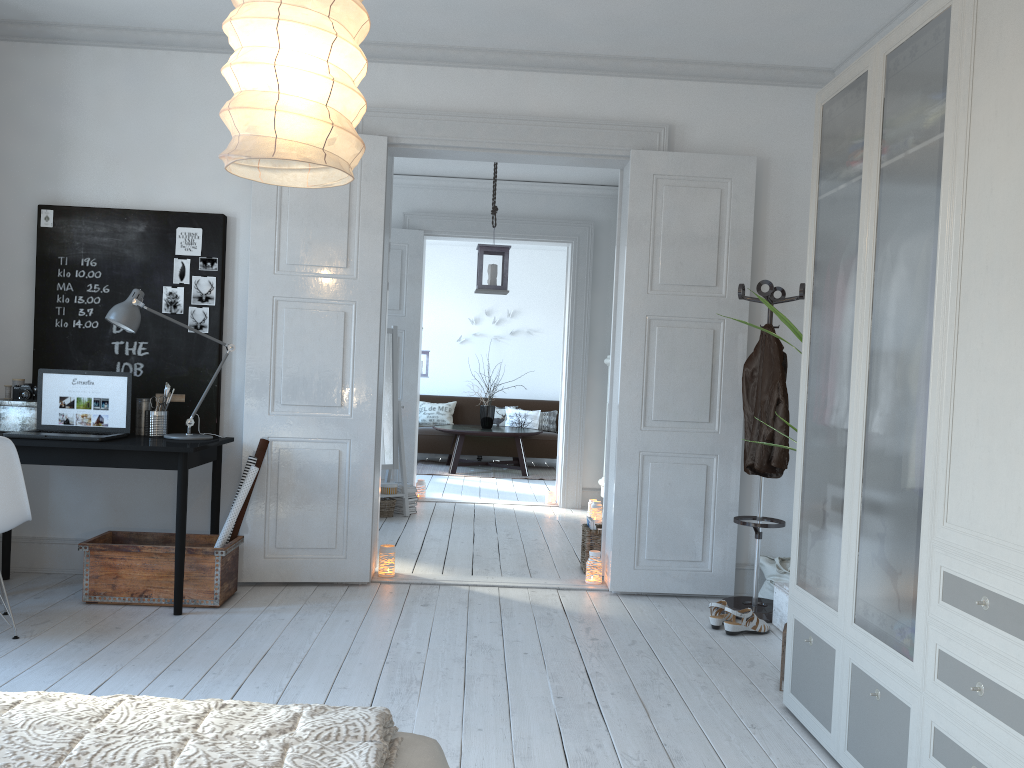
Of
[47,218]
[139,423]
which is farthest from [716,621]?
[47,218]

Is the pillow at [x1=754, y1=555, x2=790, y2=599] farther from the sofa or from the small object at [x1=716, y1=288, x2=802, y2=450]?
the sofa

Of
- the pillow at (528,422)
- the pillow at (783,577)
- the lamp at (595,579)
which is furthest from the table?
the pillow at (783,577)

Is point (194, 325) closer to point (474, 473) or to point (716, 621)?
point (716, 621)

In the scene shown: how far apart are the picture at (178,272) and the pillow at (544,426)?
7.1m

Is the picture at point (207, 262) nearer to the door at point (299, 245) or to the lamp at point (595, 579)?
the door at point (299, 245)

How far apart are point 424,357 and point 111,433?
6.21m

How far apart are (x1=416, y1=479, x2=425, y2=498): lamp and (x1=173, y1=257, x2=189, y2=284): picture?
3.6m

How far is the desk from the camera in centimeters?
390cm

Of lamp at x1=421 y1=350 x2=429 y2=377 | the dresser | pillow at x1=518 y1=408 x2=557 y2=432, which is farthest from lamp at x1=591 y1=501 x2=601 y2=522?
pillow at x1=518 y1=408 x2=557 y2=432
